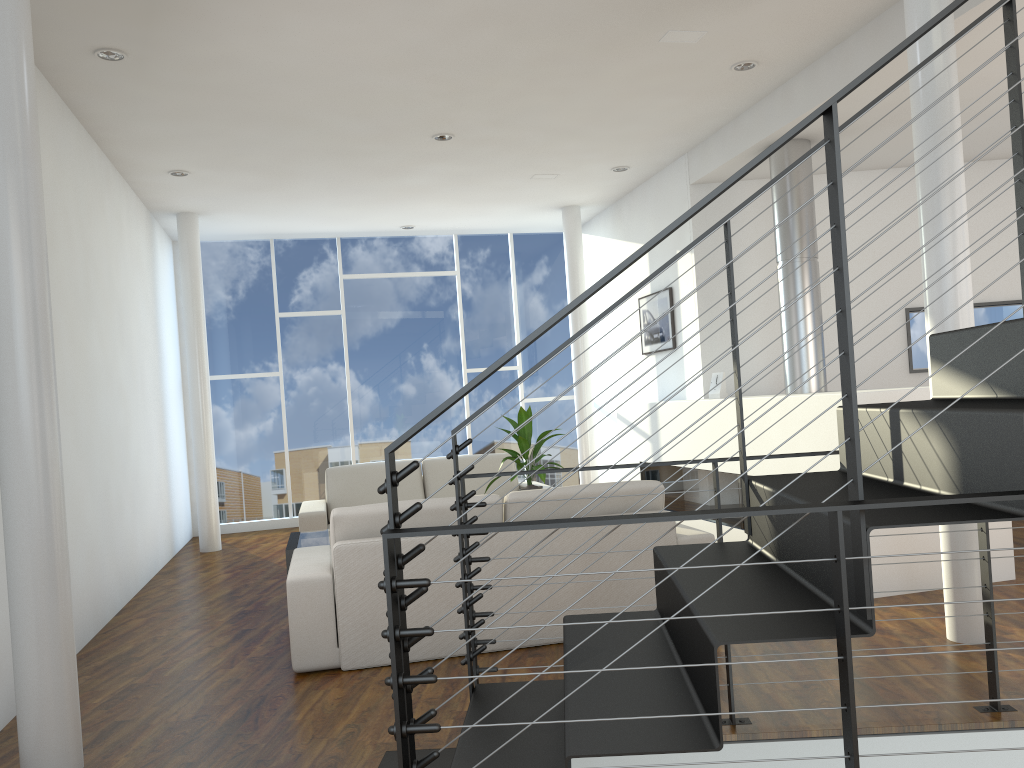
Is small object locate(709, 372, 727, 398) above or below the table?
above

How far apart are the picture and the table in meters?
→ 2.7 m

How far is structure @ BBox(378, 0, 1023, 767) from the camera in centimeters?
136cm

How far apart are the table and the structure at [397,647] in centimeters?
198cm

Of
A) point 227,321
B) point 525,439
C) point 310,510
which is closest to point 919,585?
point 525,439

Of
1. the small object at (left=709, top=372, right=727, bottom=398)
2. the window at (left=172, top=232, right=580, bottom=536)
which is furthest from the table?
the window at (left=172, top=232, right=580, bottom=536)

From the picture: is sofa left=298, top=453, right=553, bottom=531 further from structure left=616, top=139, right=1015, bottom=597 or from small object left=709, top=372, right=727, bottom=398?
small object left=709, top=372, right=727, bottom=398

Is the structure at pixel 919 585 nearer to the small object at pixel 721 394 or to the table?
the small object at pixel 721 394

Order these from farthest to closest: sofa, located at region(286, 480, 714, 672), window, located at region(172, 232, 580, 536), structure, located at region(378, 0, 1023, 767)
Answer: window, located at region(172, 232, 580, 536)
sofa, located at region(286, 480, 714, 672)
structure, located at region(378, 0, 1023, 767)

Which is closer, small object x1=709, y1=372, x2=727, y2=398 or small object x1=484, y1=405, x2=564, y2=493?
small object x1=484, y1=405, x2=564, y2=493
